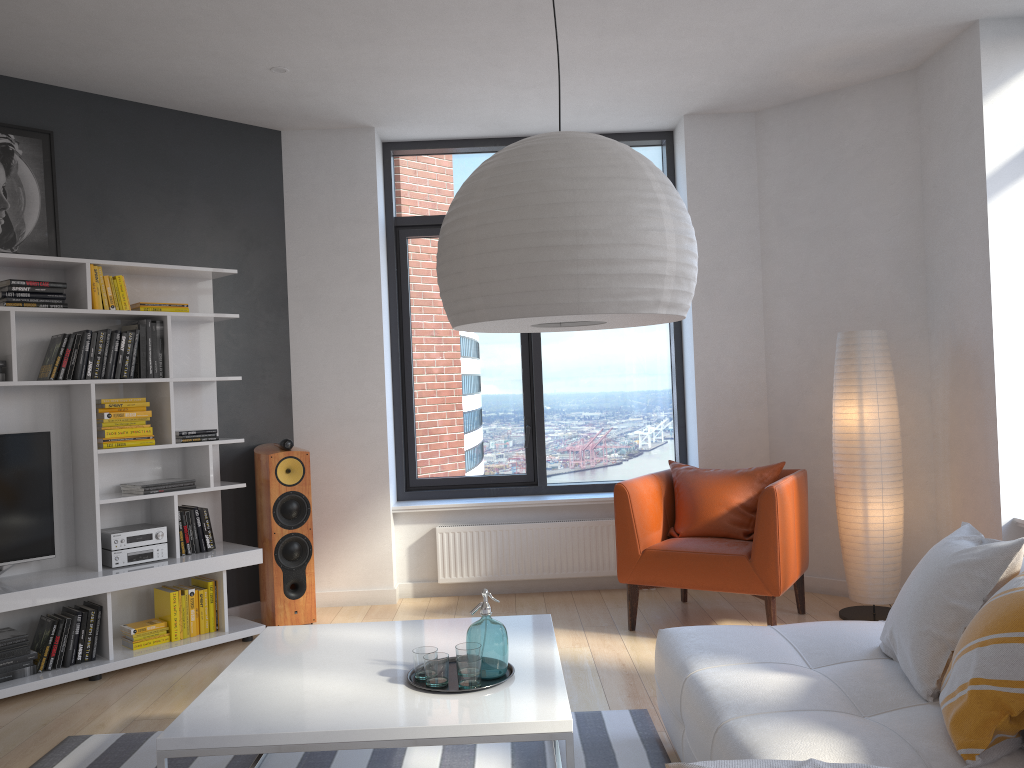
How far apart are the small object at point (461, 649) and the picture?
3.1 meters

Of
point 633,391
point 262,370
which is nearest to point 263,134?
point 262,370

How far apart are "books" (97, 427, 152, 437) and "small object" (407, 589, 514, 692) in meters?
2.6 m

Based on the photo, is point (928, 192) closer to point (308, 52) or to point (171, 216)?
point (308, 52)

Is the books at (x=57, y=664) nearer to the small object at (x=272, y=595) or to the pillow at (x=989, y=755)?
the small object at (x=272, y=595)

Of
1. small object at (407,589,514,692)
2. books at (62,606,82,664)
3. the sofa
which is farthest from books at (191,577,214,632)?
the sofa

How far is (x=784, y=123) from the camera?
5.5 meters

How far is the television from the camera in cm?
427

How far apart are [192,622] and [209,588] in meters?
0.2

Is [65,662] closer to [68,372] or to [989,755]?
[68,372]
